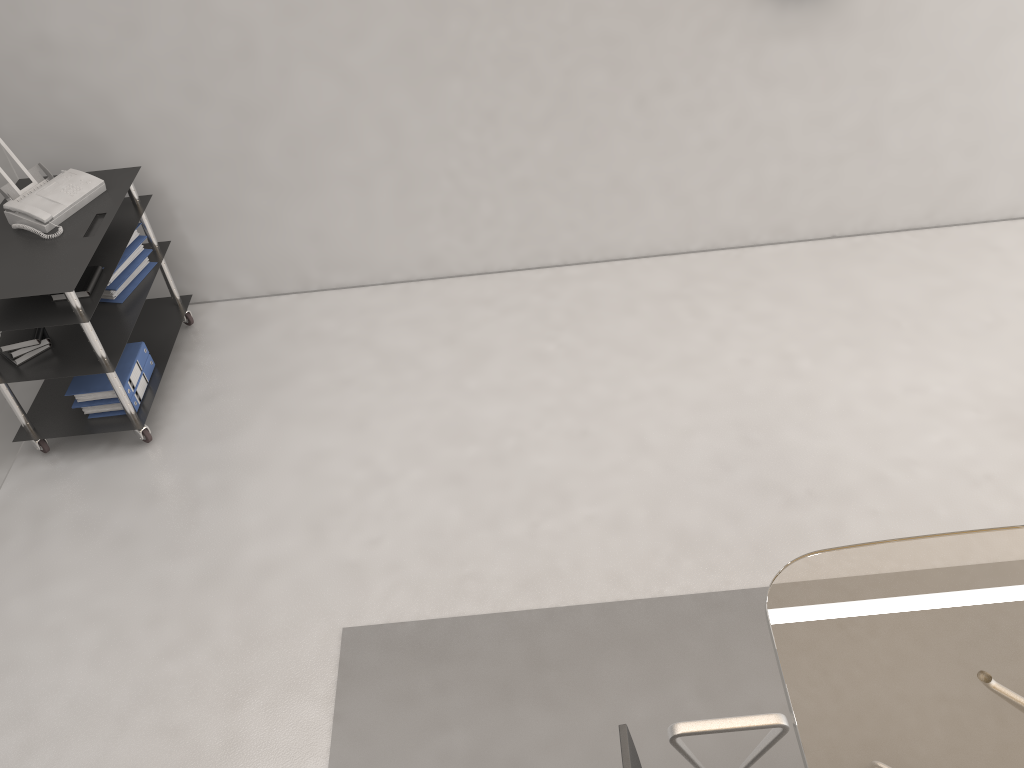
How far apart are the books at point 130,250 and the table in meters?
3.1

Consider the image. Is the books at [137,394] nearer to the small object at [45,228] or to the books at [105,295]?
the books at [105,295]

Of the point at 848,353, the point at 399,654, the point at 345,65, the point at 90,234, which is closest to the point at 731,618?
the point at 399,654

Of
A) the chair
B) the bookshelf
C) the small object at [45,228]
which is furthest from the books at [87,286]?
the chair

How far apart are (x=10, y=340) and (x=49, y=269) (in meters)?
0.42

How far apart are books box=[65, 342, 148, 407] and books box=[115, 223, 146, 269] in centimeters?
40cm

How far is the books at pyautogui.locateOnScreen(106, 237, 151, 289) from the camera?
3.9 meters

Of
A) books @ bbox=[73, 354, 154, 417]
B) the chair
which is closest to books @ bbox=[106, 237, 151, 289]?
books @ bbox=[73, 354, 154, 417]

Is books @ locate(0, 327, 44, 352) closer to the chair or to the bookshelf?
the bookshelf

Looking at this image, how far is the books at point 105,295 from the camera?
3.9m
